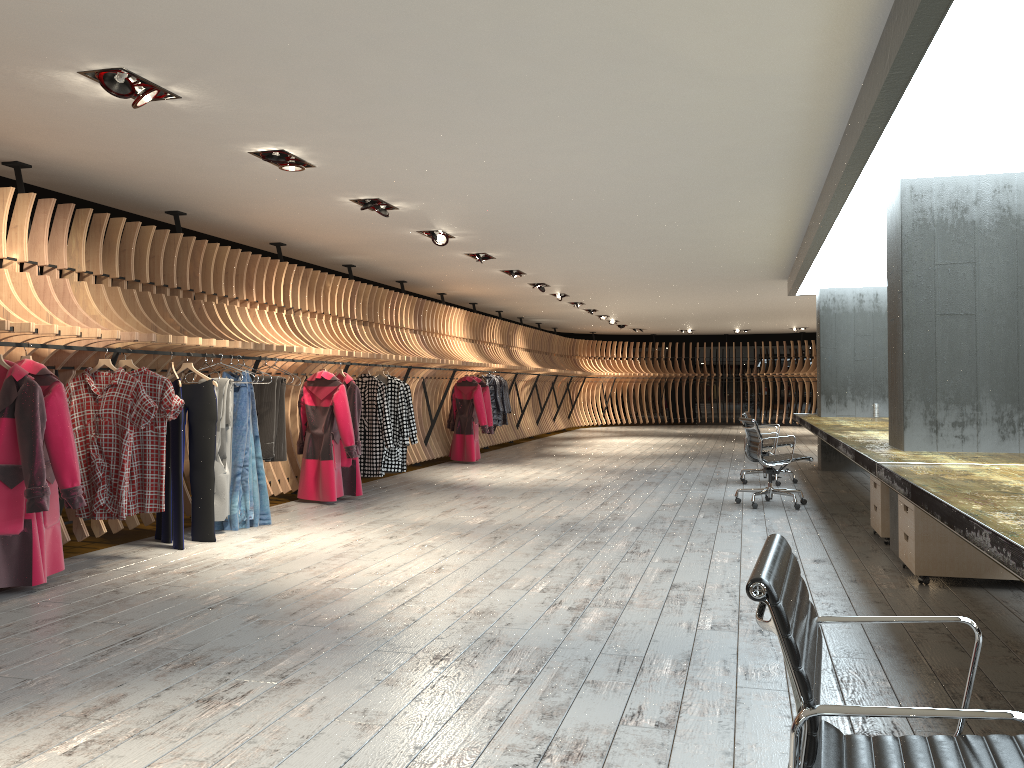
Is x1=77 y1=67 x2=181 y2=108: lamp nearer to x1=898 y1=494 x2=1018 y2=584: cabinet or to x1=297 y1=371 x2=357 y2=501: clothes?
x1=297 y1=371 x2=357 y2=501: clothes

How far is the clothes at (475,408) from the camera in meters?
13.4 m

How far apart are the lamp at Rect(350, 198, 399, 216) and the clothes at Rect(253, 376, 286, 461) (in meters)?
1.71

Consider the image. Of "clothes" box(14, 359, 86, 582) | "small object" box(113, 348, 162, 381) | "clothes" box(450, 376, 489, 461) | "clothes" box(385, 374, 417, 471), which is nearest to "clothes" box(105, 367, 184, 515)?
"small object" box(113, 348, 162, 381)

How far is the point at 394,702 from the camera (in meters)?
3.31

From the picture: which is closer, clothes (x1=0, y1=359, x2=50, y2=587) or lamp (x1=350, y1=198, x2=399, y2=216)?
clothes (x1=0, y1=359, x2=50, y2=587)

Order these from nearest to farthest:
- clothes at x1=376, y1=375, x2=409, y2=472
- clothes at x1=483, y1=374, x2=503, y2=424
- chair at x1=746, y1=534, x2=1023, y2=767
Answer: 1. chair at x1=746, y1=534, x2=1023, y2=767
2. clothes at x1=376, y1=375, x2=409, y2=472
3. clothes at x1=483, y1=374, x2=503, y2=424

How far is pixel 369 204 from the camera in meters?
7.6

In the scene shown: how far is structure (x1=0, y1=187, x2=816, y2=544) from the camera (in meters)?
6.09

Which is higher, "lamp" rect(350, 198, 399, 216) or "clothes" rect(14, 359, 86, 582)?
"lamp" rect(350, 198, 399, 216)
